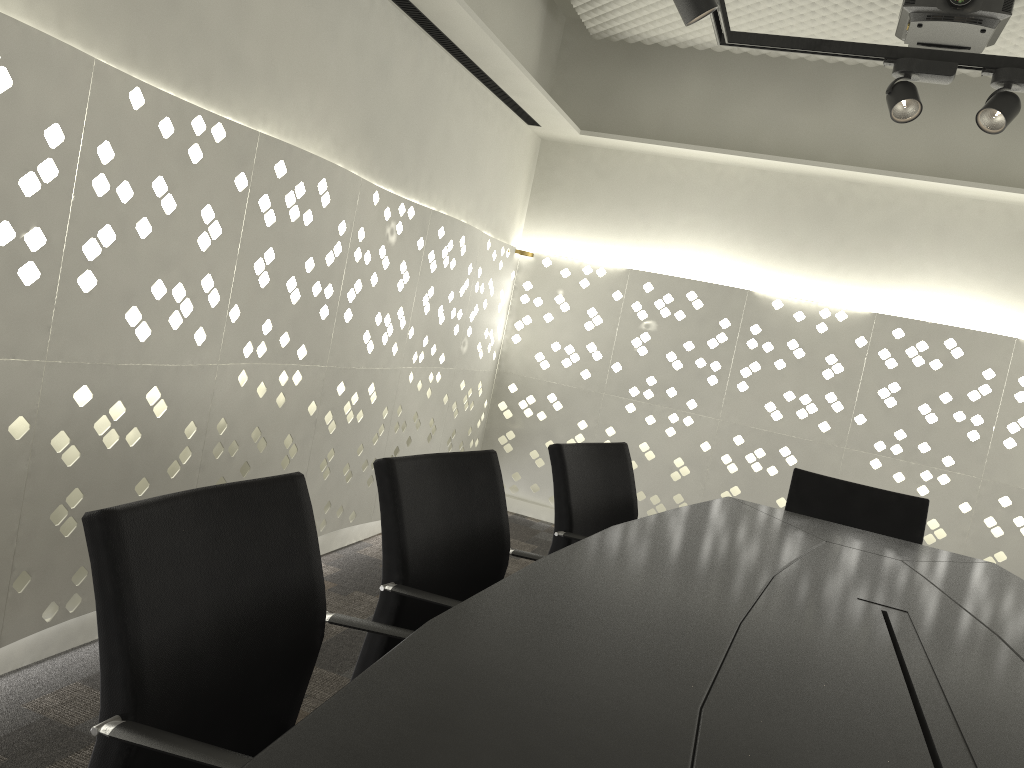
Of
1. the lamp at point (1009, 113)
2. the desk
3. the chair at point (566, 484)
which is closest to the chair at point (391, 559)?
the desk

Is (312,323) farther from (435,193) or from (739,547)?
(739,547)

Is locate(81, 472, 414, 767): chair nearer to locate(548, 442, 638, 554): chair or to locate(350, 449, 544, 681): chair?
locate(350, 449, 544, 681): chair

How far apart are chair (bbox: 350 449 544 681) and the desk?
0.2m

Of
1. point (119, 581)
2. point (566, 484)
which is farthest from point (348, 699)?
point (566, 484)

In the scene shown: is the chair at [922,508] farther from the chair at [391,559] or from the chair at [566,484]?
the chair at [391,559]

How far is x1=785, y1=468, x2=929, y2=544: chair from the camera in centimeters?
274cm

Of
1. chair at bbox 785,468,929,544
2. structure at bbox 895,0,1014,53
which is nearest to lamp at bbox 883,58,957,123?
structure at bbox 895,0,1014,53

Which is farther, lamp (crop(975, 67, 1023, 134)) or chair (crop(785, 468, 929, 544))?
chair (crop(785, 468, 929, 544))

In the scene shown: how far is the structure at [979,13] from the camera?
2.8m
